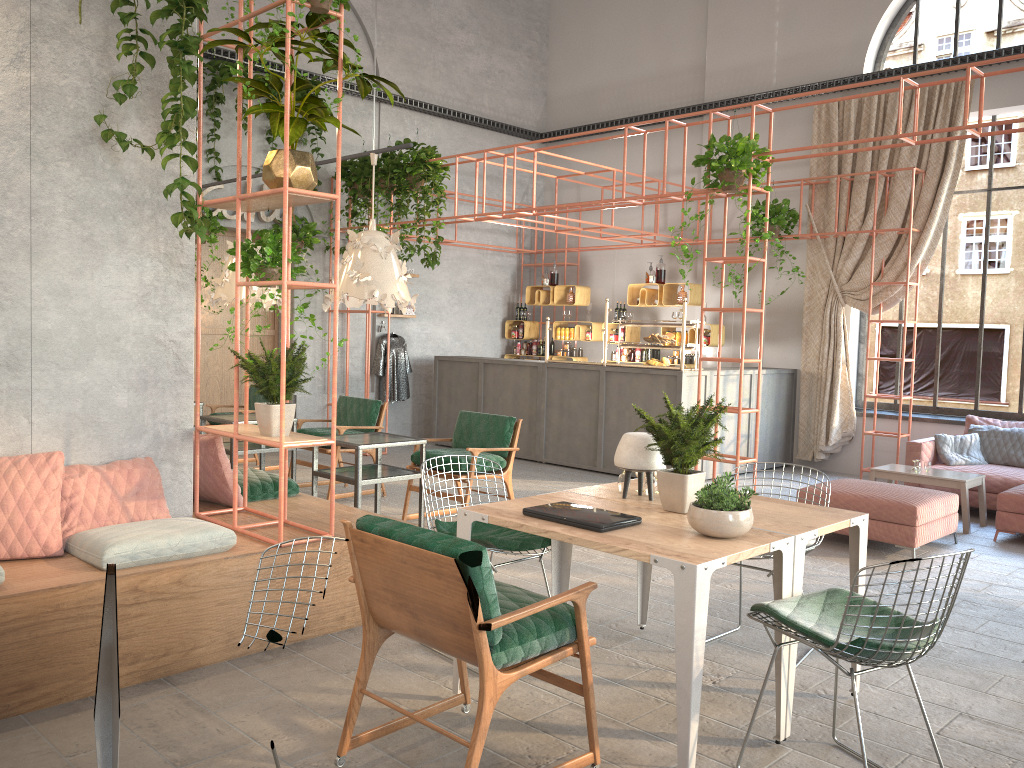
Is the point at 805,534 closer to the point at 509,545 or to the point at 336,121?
the point at 509,545

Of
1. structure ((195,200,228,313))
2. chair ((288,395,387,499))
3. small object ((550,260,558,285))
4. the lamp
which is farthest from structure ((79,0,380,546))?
small object ((550,260,558,285))

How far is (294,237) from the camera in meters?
10.9 m

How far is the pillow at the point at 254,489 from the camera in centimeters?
554cm

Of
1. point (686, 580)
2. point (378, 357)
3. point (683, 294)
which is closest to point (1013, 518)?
point (683, 294)

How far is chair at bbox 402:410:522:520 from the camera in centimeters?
703cm

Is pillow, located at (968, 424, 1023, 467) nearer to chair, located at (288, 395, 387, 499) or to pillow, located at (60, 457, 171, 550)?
chair, located at (288, 395, 387, 499)

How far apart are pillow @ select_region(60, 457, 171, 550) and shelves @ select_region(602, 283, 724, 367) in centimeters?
792cm

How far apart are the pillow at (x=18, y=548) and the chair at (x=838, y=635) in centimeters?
308cm

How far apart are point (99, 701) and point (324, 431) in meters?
5.5 m
